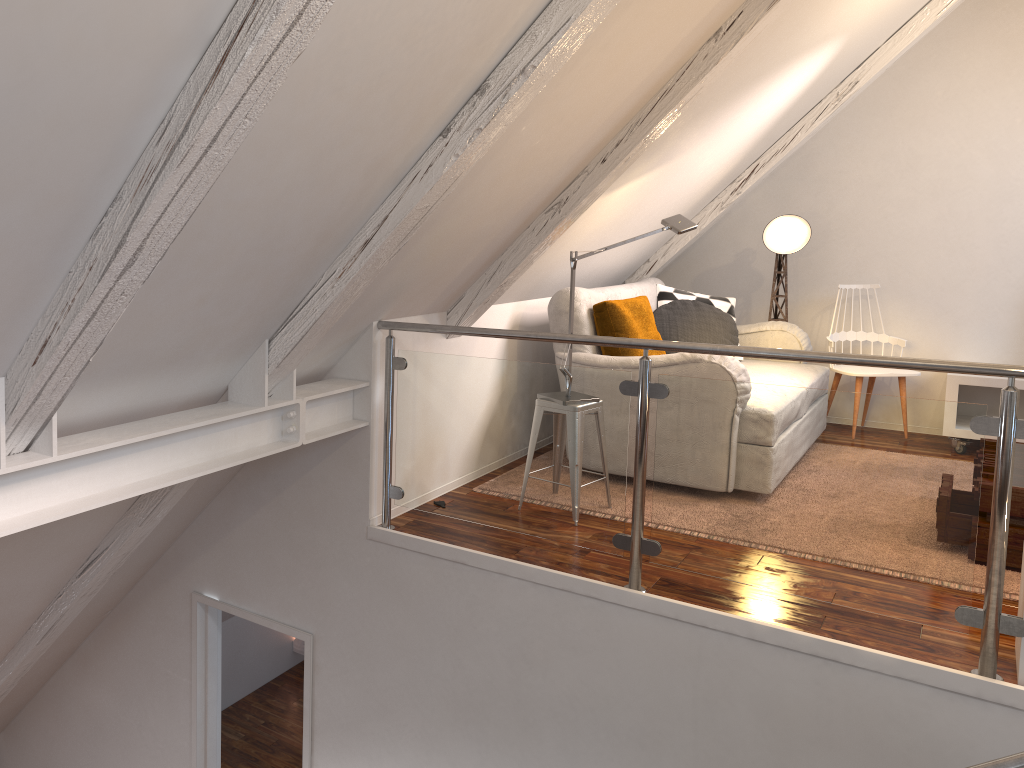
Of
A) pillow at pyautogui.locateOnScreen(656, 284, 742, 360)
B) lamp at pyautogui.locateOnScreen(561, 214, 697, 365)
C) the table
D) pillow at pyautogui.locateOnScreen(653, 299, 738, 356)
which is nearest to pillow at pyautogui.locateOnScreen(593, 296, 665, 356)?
pillow at pyautogui.locateOnScreen(653, 299, 738, 356)

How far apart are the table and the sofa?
0.83m

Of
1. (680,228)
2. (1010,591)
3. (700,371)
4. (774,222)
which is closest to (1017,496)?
(1010,591)

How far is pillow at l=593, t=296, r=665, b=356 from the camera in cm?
386

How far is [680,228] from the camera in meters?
3.5

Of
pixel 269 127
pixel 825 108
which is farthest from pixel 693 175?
pixel 269 127

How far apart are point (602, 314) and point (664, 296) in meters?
1.0 m

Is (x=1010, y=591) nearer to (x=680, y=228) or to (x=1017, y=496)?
(x=1017, y=496)

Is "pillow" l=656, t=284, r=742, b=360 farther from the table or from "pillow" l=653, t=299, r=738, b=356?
the table

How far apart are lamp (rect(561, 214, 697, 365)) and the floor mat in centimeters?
109cm
